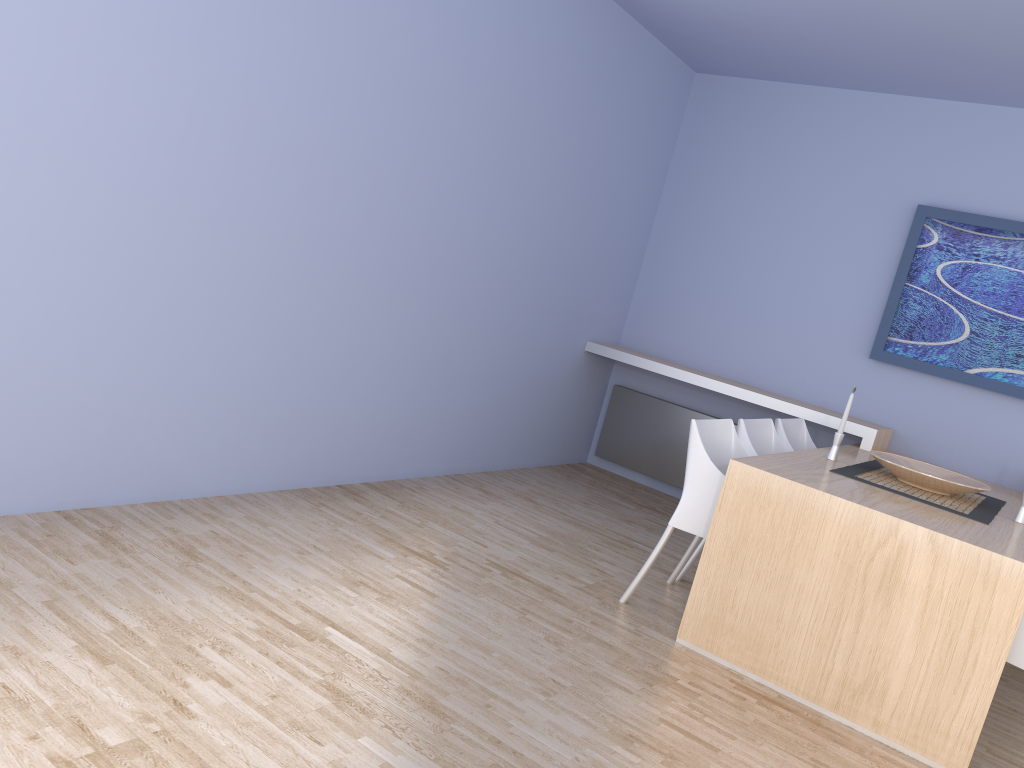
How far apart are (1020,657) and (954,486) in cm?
91

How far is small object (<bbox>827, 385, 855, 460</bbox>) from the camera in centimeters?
392cm

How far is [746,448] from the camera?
3.9m

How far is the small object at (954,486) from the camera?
3.6m

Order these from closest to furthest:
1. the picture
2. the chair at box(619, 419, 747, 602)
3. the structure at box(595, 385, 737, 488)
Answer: the chair at box(619, 419, 747, 602)
the picture
the structure at box(595, 385, 737, 488)

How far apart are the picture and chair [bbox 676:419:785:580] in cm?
120

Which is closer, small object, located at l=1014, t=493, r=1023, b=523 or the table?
the table

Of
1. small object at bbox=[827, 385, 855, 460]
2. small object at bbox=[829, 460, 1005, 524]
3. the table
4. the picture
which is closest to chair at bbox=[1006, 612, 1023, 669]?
the table

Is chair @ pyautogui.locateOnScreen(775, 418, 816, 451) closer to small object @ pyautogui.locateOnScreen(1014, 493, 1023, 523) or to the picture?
the picture

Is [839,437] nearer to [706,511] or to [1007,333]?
[706,511]
